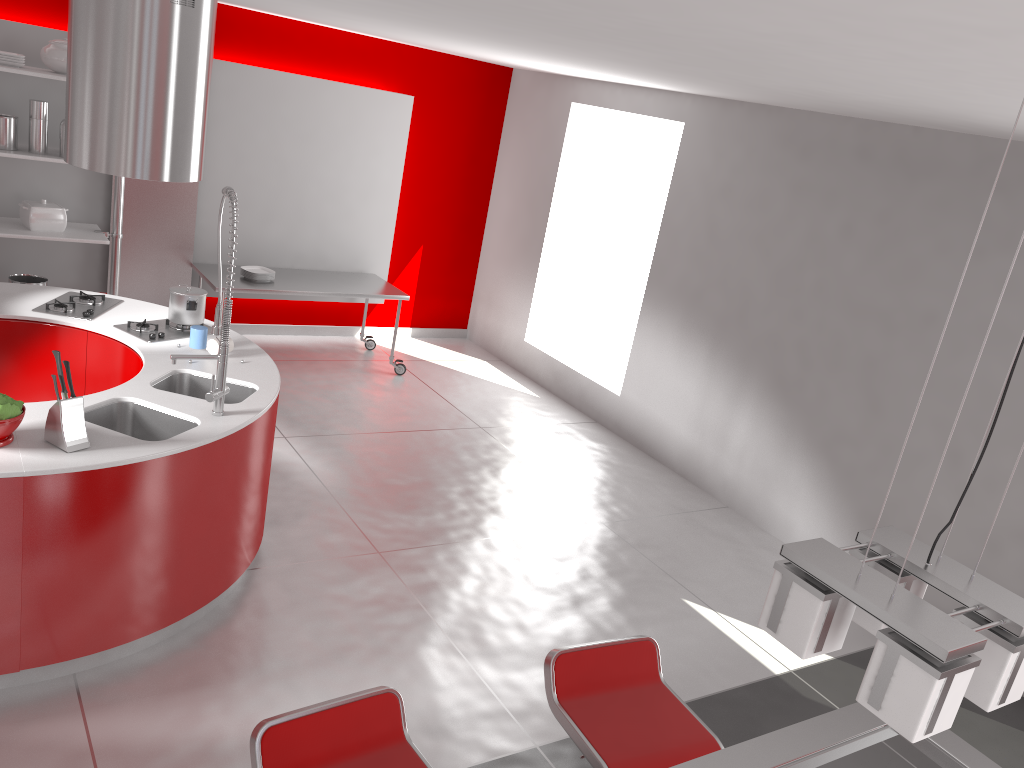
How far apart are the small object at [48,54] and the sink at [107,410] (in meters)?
3.16

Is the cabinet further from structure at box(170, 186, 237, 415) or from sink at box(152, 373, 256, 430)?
structure at box(170, 186, 237, 415)

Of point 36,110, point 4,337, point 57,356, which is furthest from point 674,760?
point 36,110

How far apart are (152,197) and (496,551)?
3.8m

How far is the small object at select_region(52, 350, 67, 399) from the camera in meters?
3.1 m

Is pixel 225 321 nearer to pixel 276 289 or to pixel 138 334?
pixel 138 334

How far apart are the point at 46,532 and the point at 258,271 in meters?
4.0

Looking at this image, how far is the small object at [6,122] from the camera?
5.58m

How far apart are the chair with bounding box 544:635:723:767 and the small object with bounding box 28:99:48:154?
5.0m

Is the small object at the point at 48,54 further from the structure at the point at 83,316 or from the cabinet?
the cabinet
